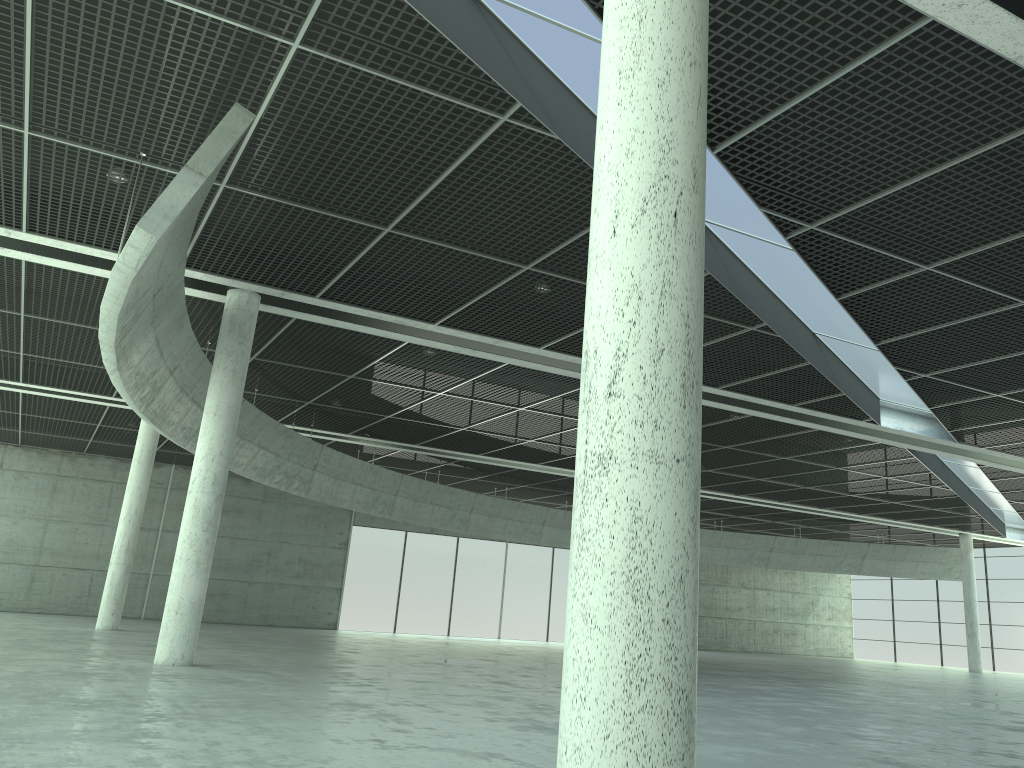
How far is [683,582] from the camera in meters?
7.8 m
